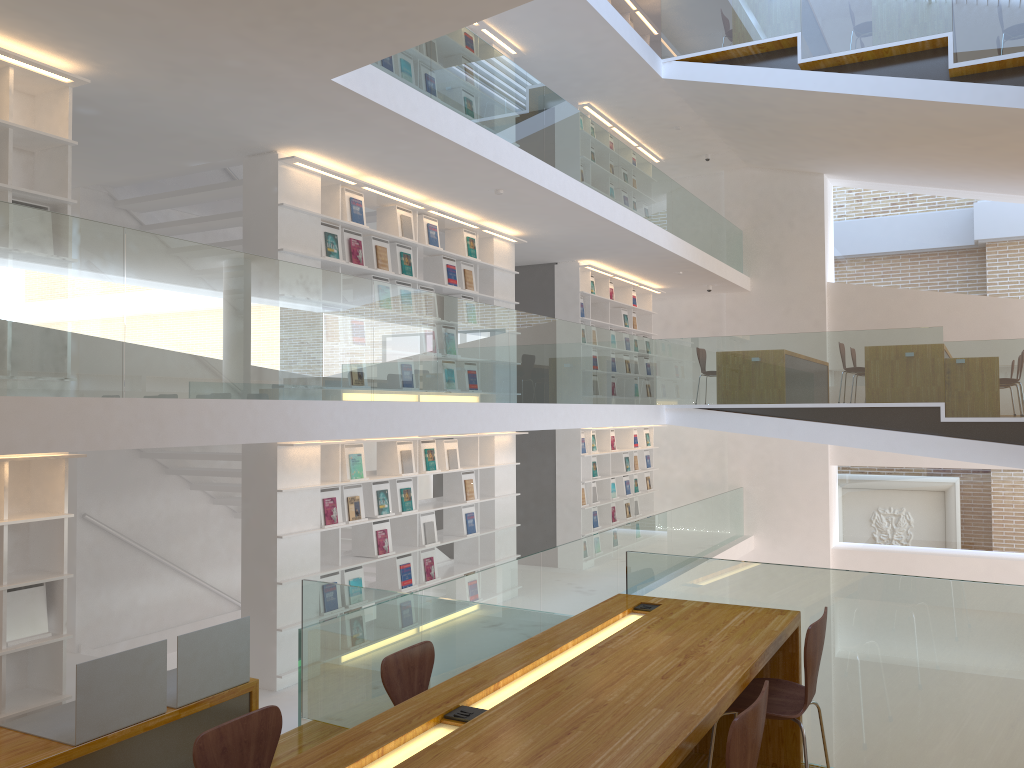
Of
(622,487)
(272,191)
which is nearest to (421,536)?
(272,191)

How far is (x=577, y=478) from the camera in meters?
11.1 m

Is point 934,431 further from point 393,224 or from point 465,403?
point 393,224

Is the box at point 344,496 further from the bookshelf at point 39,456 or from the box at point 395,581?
the bookshelf at point 39,456

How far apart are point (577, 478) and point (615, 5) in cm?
695

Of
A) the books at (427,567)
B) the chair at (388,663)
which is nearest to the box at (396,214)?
the books at (427,567)

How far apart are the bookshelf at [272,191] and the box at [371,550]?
2.10m

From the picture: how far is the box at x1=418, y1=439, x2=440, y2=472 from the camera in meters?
8.0 m

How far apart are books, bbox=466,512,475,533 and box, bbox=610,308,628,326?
4.9 meters

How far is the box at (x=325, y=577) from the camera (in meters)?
6.83
